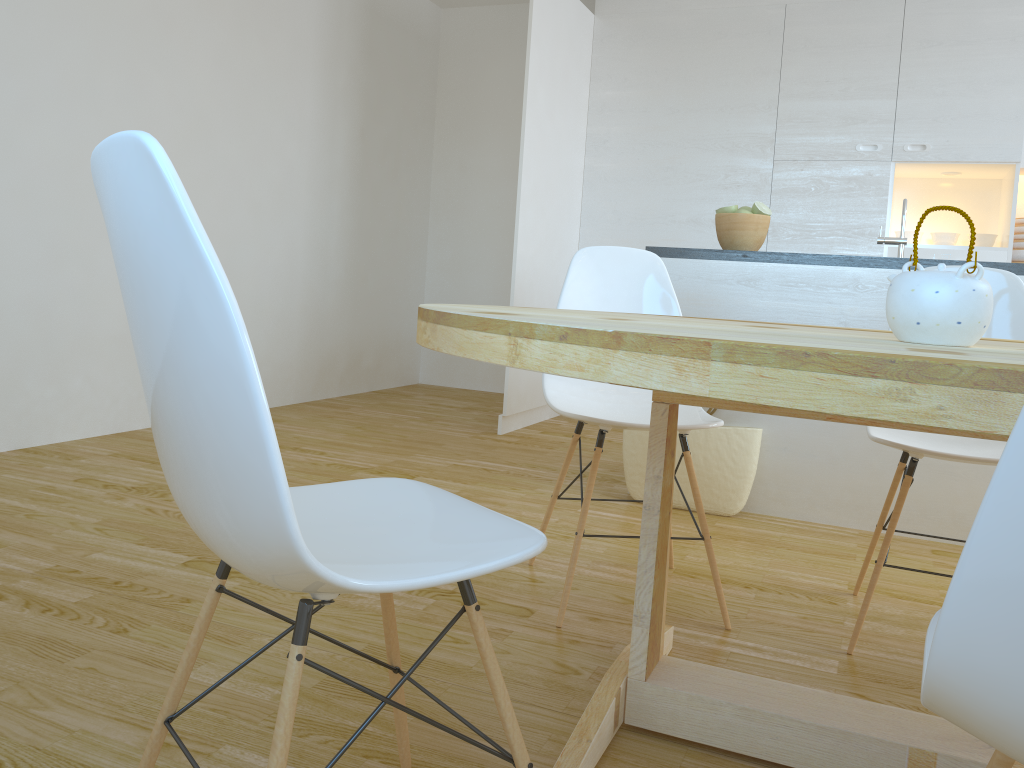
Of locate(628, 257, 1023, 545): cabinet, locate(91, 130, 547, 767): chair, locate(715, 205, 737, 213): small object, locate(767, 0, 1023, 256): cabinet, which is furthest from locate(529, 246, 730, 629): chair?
locate(767, 0, 1023, 256): cabinet

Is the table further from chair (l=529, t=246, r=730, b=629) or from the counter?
the counter

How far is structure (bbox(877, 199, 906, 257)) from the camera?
3.04m

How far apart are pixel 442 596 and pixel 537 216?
2.8m

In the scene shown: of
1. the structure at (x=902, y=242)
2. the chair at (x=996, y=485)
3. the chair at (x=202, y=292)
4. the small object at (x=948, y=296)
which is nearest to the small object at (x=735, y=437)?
the structure at (x=902, y=242)

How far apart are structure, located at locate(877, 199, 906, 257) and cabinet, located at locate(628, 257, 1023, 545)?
0.1 meters

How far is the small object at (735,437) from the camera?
3.13m

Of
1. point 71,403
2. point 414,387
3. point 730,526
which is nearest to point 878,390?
point 730,526

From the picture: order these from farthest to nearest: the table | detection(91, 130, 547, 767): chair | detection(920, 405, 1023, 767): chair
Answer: the table
detection(91, 130, 547, 767): chair
detection(920, 405, 1023, 767): chair

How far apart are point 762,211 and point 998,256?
1.94m
